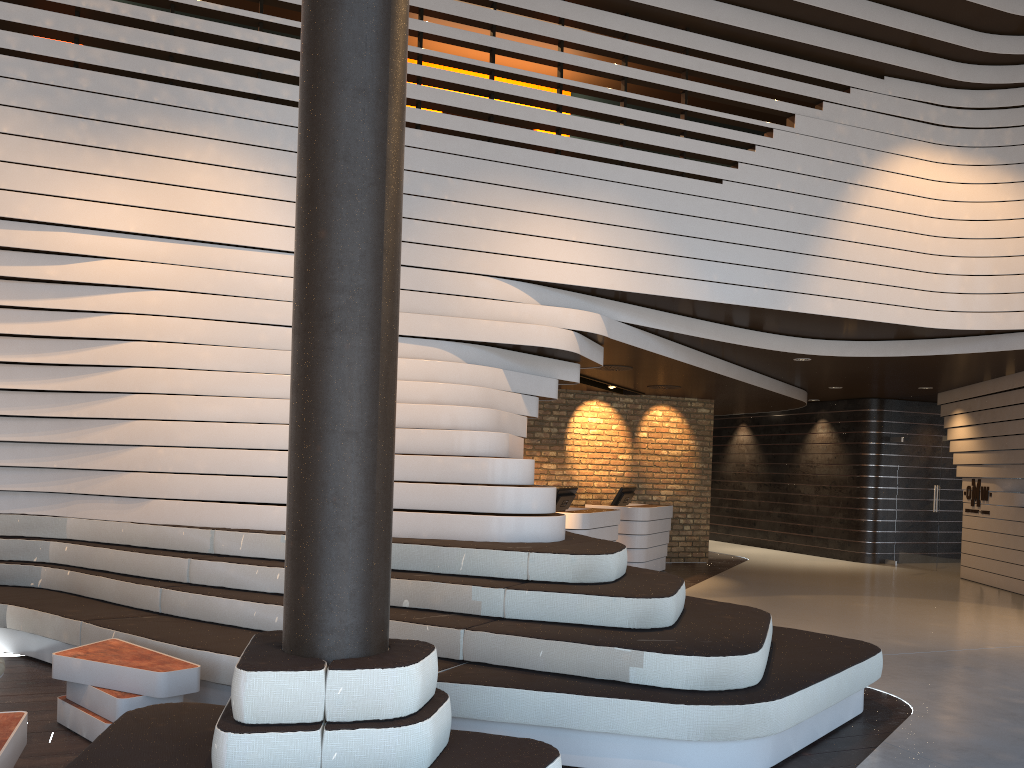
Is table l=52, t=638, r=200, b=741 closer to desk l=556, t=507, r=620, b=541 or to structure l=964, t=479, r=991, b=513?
desk l=556, t=507, r=620, b=541

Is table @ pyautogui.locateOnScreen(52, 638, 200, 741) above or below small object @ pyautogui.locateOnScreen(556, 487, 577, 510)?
below

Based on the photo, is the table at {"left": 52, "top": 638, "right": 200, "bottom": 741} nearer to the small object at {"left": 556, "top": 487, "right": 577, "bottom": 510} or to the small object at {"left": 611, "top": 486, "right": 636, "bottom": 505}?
the small object at {"left": 556, "top": 487, "right": 577, "bottom": 510}

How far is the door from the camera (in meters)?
13.11

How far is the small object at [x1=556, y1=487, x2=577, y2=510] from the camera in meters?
9.9 m

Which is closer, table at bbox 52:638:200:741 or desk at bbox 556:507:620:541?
table at bbox 52:638:200:741

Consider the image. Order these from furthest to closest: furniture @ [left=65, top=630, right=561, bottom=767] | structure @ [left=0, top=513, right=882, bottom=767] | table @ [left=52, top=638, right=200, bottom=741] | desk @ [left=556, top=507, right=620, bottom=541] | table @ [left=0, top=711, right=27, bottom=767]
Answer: desk @ [left=556, top=507, right=620, bottom=541]
table @ [left=52, top=638, right=200, bottom=741]
structure @ [left=0, top=513, right=882, bottom=767]
table @ [left=0, top=711, right=27, bottom=767]
furniture @ [left=65, top=630, right=561, bottom=767]

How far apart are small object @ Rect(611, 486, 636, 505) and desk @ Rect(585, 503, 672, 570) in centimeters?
28cm

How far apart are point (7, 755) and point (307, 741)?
1.1m

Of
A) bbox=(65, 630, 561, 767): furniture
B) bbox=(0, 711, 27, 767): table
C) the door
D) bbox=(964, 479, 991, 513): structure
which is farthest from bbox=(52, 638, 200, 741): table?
the door
